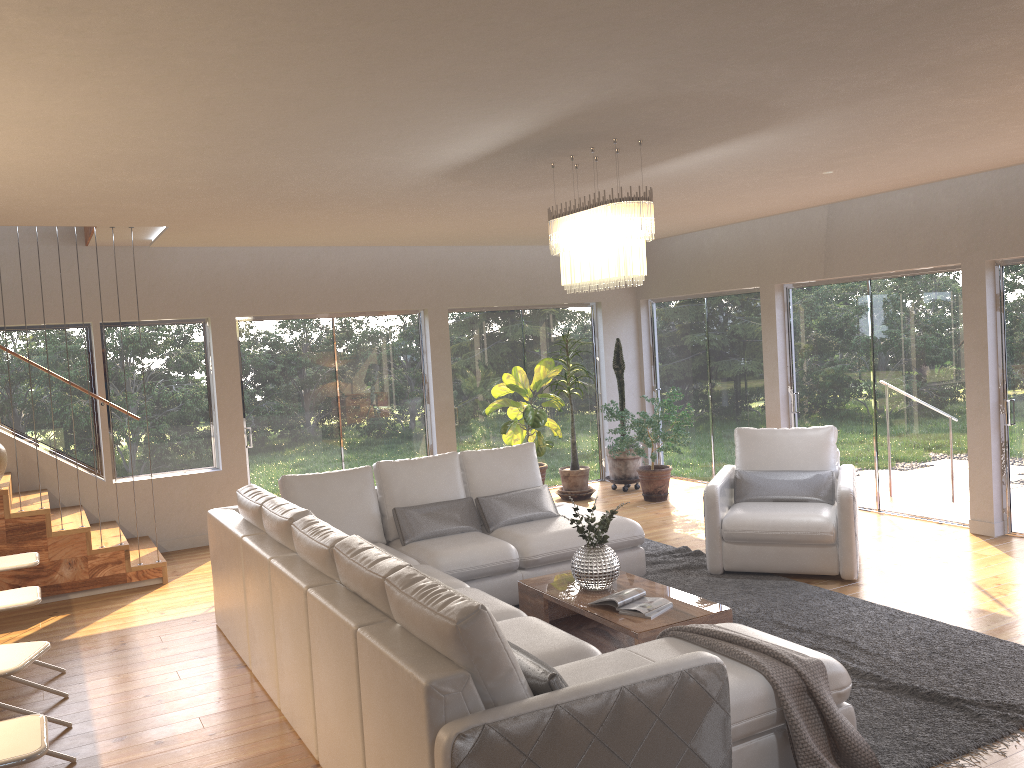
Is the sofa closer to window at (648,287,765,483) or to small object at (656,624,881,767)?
small object at (656,624,881,767)

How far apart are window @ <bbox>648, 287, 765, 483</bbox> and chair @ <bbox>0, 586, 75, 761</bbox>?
7.0m

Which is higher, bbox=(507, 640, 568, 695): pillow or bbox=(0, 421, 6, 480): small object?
bbox=(0, 421, 6, 480): small object

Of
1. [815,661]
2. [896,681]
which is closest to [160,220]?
[815,661]

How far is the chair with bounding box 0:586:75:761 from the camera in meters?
3.9 m

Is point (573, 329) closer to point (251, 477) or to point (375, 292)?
point (375, 292)

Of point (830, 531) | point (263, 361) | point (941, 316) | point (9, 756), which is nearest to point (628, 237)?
point (830, 531)

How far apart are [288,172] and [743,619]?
3.66m

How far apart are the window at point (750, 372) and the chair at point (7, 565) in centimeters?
679cm

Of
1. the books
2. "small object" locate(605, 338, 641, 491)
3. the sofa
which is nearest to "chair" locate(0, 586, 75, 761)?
the sofa
